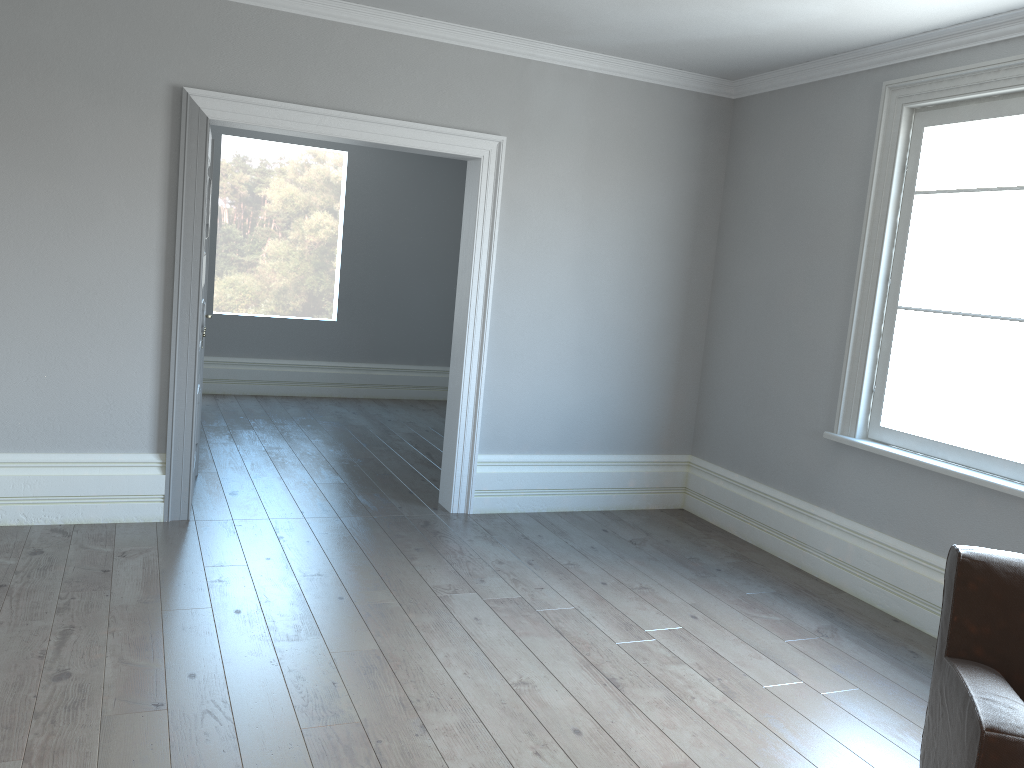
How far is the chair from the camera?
2.06m

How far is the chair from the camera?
2.06m
